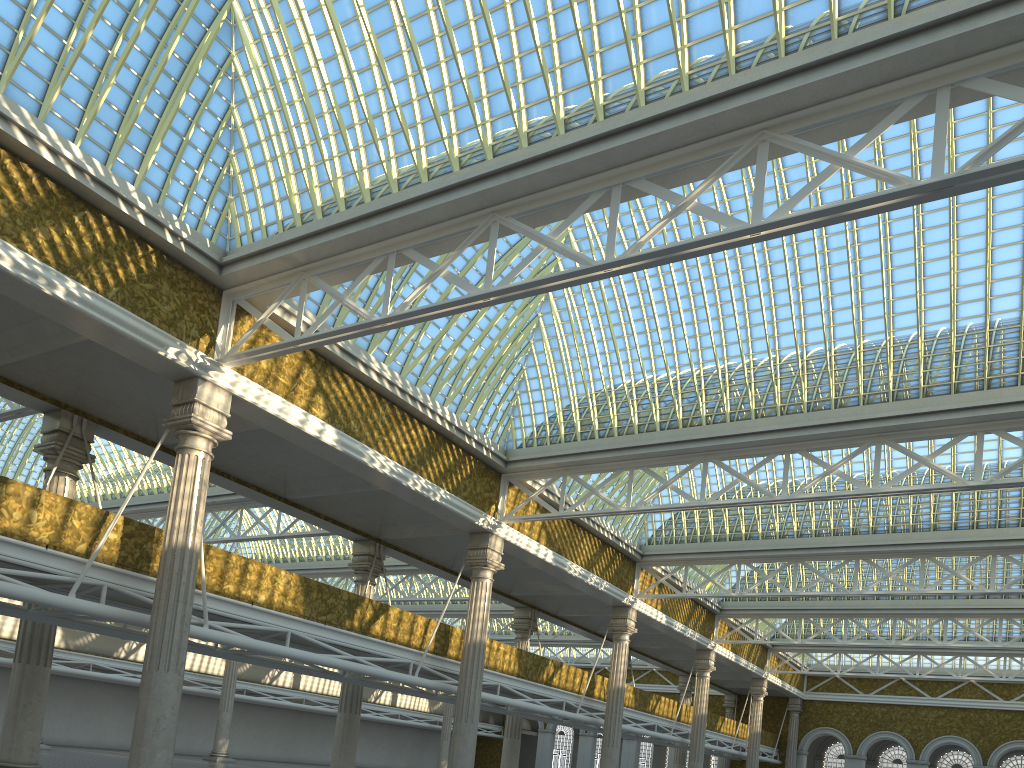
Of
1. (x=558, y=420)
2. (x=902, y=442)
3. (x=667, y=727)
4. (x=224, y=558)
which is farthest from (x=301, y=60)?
(x=667, y=727)
